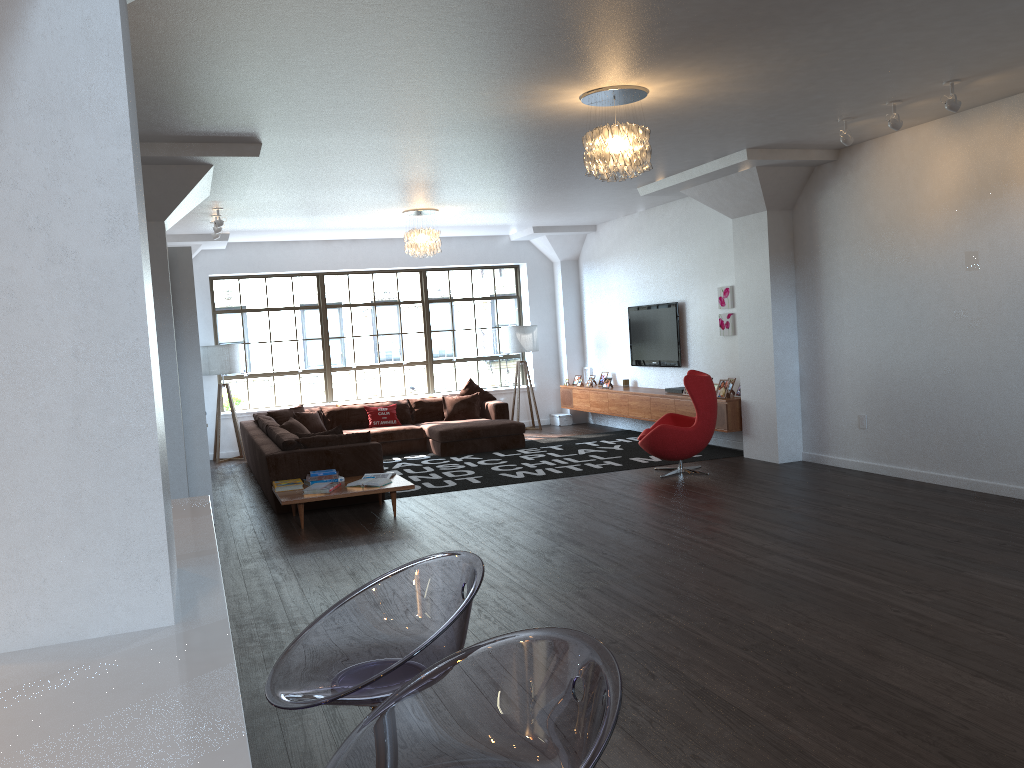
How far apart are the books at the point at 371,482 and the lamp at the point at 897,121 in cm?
486

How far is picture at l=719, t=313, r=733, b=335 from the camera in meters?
10.0

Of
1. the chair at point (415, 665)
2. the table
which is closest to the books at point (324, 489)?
the table

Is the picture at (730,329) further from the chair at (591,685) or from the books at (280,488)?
the chair at (591,685)

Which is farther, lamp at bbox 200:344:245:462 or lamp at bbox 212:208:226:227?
lamp at bbox 200:344:245:462

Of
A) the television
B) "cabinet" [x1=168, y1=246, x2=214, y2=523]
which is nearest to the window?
the television

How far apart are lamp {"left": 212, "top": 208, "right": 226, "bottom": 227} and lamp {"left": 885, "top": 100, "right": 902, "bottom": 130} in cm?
647

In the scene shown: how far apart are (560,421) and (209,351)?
5.2 meters

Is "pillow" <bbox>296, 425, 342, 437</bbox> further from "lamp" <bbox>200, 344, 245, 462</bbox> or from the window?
the window

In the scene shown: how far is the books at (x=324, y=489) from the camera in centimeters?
737cm
